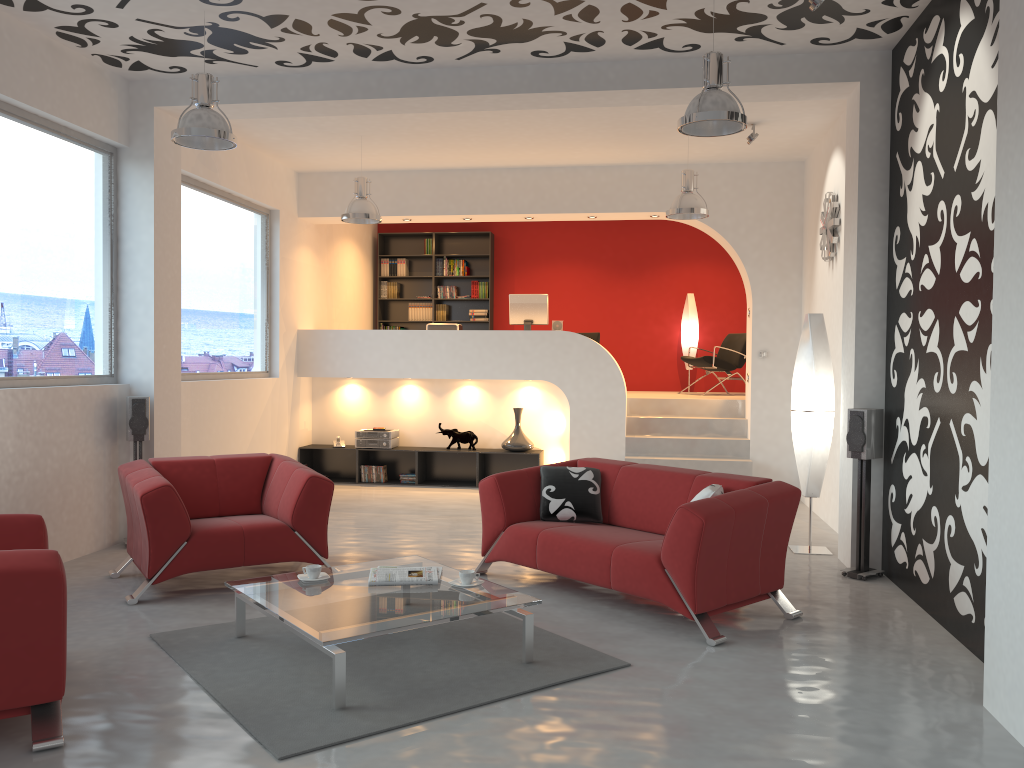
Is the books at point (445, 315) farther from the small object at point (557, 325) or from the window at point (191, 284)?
the window at point (191, 284)

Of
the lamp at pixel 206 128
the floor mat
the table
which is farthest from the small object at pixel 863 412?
the lamp at pixel 206 128

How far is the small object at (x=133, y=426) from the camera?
6.5 meters

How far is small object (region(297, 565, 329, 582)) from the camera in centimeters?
442cm

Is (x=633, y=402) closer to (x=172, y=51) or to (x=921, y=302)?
(x=921, y=302)

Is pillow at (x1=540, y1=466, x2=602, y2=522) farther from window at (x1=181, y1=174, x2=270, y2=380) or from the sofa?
window at (x1=181, y1=174, x2=270, y2=380)

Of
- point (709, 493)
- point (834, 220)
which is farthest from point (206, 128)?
point (834, 220)

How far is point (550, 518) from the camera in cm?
561

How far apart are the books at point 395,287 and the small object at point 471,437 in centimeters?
340cm

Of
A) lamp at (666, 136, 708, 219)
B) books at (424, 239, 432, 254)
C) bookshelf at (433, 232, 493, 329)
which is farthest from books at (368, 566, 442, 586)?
books at (424, 239, 432, 254)
